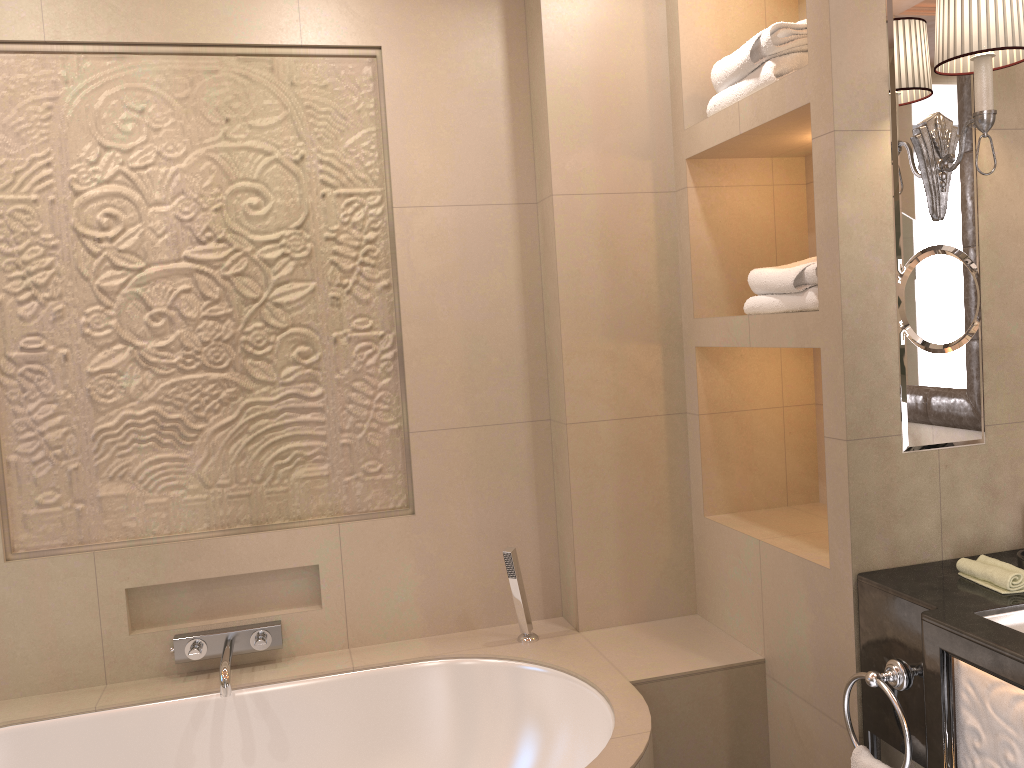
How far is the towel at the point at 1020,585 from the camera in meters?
1.7 m

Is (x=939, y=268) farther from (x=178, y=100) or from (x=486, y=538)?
(x=178, y=100)

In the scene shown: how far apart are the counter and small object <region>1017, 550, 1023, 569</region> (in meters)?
0.08

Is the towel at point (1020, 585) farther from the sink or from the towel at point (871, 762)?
the towel at point (871, 762)

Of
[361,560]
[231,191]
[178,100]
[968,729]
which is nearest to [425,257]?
[231,191]

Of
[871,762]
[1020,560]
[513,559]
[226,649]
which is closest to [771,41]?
[1020,560]

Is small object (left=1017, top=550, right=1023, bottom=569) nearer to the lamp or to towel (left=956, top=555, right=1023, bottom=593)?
towel (left=956, top=555, right=1023, bottom=593)

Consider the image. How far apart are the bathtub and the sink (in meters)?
0.72

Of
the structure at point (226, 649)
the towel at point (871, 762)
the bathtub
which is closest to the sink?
→ the towel at point (871, 762)

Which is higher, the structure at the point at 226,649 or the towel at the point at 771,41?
the towel at the point at 771,41
